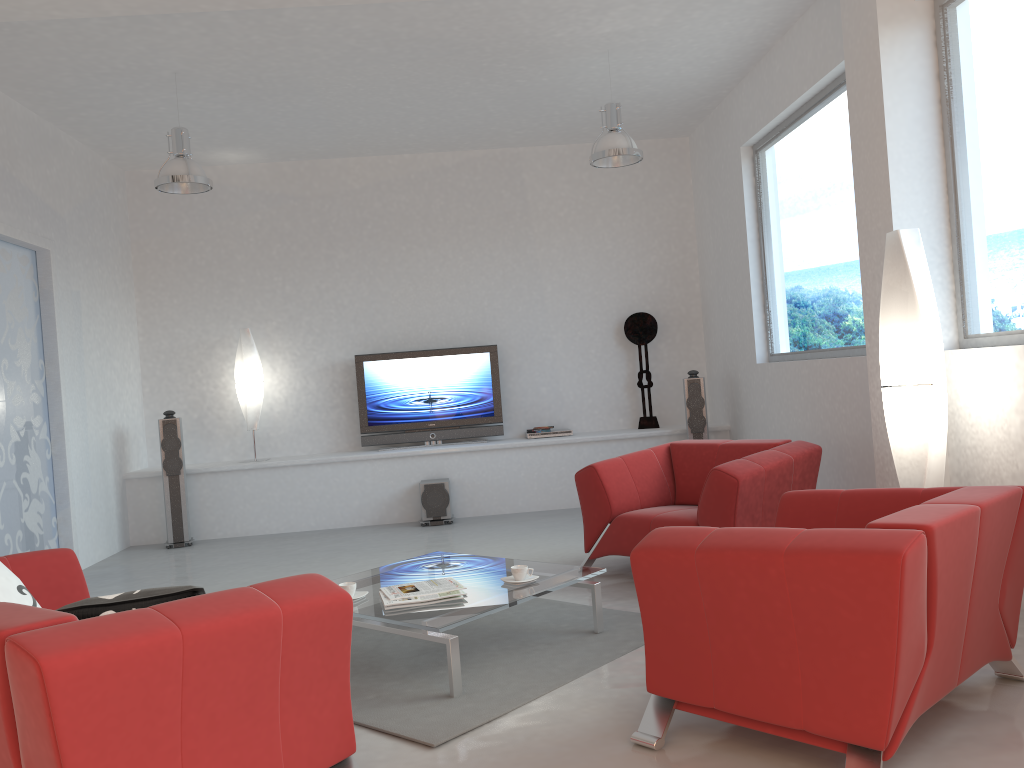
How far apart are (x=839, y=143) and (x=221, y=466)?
5.7m

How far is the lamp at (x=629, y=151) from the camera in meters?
6.1

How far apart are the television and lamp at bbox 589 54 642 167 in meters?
2.6

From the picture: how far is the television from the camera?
8.4m

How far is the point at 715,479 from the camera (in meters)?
4.65

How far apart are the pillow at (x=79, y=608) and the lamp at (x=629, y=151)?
4.5 meters

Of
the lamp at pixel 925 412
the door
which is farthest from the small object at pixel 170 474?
the lamp at pixel 925 412

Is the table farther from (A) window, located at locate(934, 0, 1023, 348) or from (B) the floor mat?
(A) window, located at locate(934, 0, 1023, 348)

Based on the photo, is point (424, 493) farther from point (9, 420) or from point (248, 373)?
point (9, 420)

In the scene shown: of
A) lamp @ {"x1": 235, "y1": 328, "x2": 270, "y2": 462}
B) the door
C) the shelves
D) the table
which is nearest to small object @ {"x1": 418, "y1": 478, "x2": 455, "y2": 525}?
the shelves
